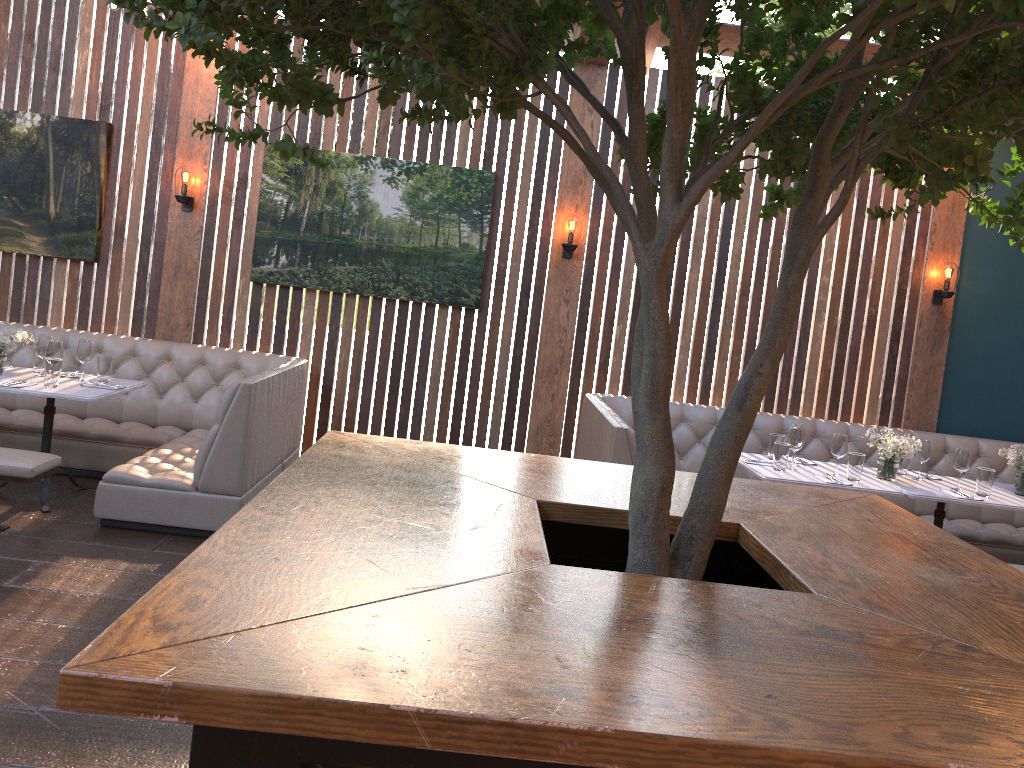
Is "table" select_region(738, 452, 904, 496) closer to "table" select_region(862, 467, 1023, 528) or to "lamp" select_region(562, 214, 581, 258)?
"table" select_region(862, 467, 1023, 528)

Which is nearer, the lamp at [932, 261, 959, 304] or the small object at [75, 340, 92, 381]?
the small object at [75, 340, 92, 381]

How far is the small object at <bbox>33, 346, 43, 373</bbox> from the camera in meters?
5.3 m

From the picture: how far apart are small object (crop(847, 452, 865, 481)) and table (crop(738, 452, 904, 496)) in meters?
0.0 m

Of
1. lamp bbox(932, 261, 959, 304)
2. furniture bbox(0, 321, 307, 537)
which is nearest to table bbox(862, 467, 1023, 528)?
lamp bbox(932, 261, 959, 304)

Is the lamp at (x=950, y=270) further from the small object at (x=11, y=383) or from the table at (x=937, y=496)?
the small object at (x=11, y=383)

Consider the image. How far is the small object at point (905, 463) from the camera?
5.5m

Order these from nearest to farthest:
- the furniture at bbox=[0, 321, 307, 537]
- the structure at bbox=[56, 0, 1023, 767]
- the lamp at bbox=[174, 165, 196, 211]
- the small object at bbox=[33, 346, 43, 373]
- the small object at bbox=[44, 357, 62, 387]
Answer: the structure at bbox=[56, 0, 1023, 767] < the furniture at bbox=[0, 321, 307, 537] < the small object at bbox=[44, 357, 62, 387] < the small object at bbox=[33, 346, 43, 373] < the lamp at bbox=[174, 165, 196, 211]

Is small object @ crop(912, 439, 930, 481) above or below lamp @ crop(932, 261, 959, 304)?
below

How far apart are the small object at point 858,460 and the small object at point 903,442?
0.2 meters
